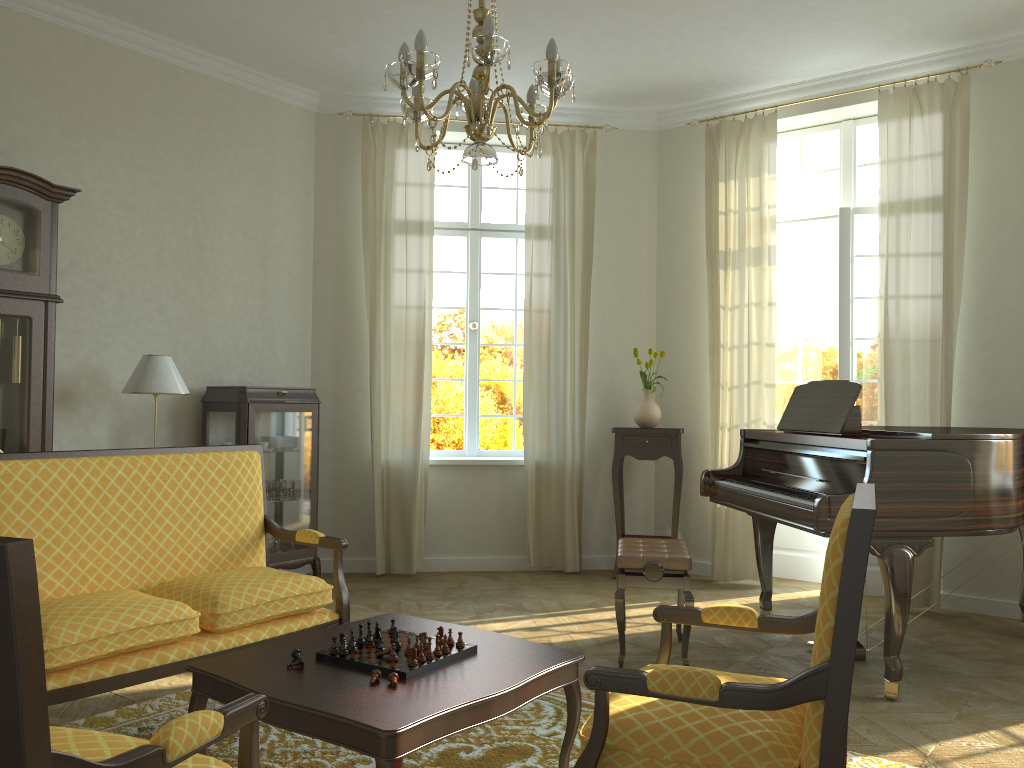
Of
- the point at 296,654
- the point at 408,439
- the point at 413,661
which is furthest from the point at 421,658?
the point at 408,439

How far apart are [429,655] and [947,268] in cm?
444

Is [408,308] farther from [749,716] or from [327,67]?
[749,716]

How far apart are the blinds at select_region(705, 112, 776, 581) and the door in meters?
0.4

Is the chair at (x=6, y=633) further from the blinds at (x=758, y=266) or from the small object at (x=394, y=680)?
the blinds at (x=758, y=266)

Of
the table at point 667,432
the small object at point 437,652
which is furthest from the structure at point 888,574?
the small object at point 437,652

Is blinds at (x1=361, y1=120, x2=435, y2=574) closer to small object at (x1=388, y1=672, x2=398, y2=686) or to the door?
the door

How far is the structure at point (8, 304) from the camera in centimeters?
453cm

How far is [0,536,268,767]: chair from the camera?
1.3m

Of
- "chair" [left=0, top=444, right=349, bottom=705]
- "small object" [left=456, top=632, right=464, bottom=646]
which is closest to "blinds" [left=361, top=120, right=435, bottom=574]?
"chair" [left=0, top=444, right=349, bottom=705]
